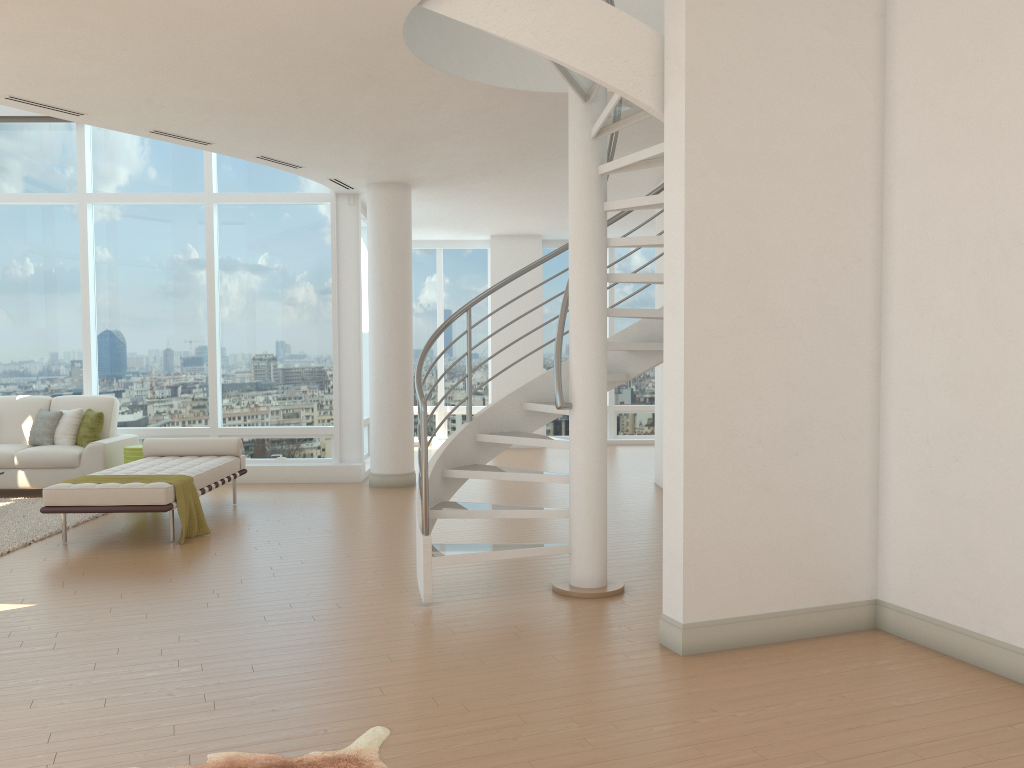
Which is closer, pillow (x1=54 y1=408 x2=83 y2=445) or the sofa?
the sofa

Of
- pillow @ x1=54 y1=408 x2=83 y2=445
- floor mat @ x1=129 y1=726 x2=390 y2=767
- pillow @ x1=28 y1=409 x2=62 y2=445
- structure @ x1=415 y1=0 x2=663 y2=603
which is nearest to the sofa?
pillow @ x1=28 y1=409 x2=62 y2=445

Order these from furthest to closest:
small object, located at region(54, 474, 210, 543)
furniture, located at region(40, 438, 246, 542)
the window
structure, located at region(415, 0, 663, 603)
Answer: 1. the window
2. small object, located at region(54, 474, 210, 543)
3. furniture, located at region(40, 438, 246, 542)
4. structure, located at region(415, 0, 663, 603)

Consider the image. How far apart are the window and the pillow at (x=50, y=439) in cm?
74

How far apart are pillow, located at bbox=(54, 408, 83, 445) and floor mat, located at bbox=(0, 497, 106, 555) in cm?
77

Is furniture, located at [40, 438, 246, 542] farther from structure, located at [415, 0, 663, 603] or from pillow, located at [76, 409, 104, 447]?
structure, located at [415, 0, 663, 603]

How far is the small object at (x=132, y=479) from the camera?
7.0 meters

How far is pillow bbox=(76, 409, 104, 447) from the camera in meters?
9.5

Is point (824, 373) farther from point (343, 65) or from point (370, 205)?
point (370, 205)

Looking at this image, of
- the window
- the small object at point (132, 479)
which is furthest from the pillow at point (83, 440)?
the small object at point (132, 479)
